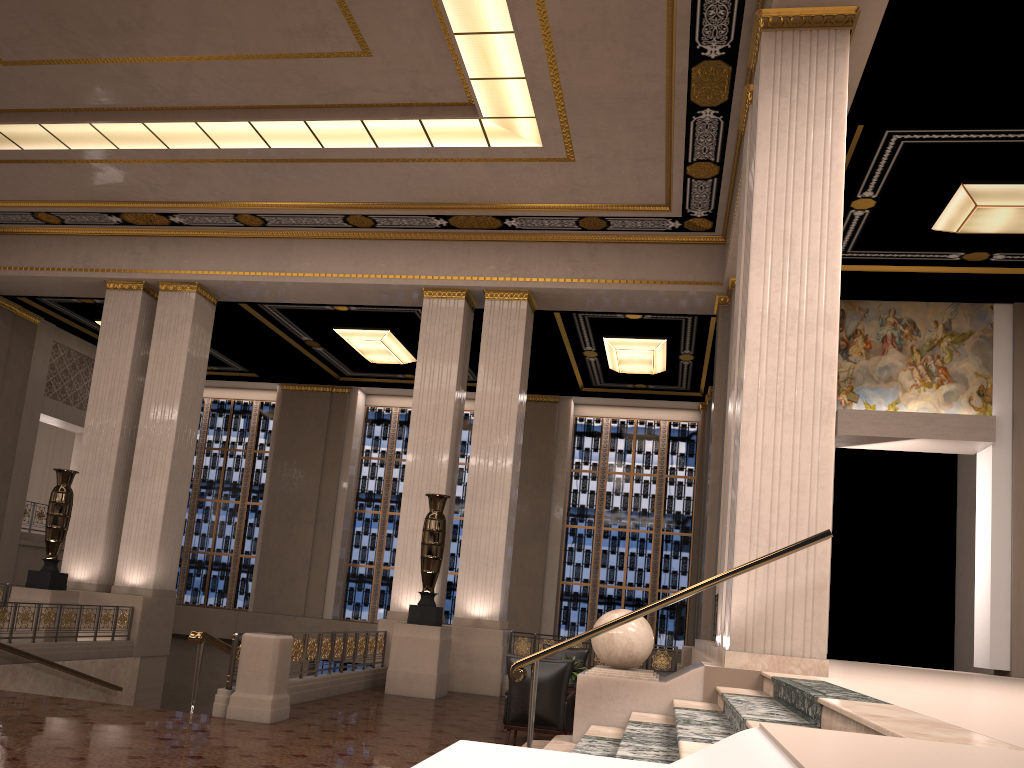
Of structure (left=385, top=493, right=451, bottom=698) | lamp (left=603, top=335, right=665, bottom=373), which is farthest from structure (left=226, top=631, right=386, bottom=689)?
lamp (left=603, top=335, right=665, bottom=373)

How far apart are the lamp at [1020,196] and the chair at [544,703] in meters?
7.1 m

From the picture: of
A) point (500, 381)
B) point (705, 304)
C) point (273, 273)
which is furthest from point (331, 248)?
point (705, 304)

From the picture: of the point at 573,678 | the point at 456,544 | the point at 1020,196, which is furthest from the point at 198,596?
the point at 1020,196

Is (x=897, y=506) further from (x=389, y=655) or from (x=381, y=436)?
(x=389, y=655)

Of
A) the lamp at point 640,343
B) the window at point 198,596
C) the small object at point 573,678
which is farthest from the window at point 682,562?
the small object at point 573,678

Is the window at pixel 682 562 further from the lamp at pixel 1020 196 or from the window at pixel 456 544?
the lamp at pixel 1020 196

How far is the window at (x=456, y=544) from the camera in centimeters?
2098cm

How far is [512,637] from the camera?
13.6 meters

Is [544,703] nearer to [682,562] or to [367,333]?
[367,333]
